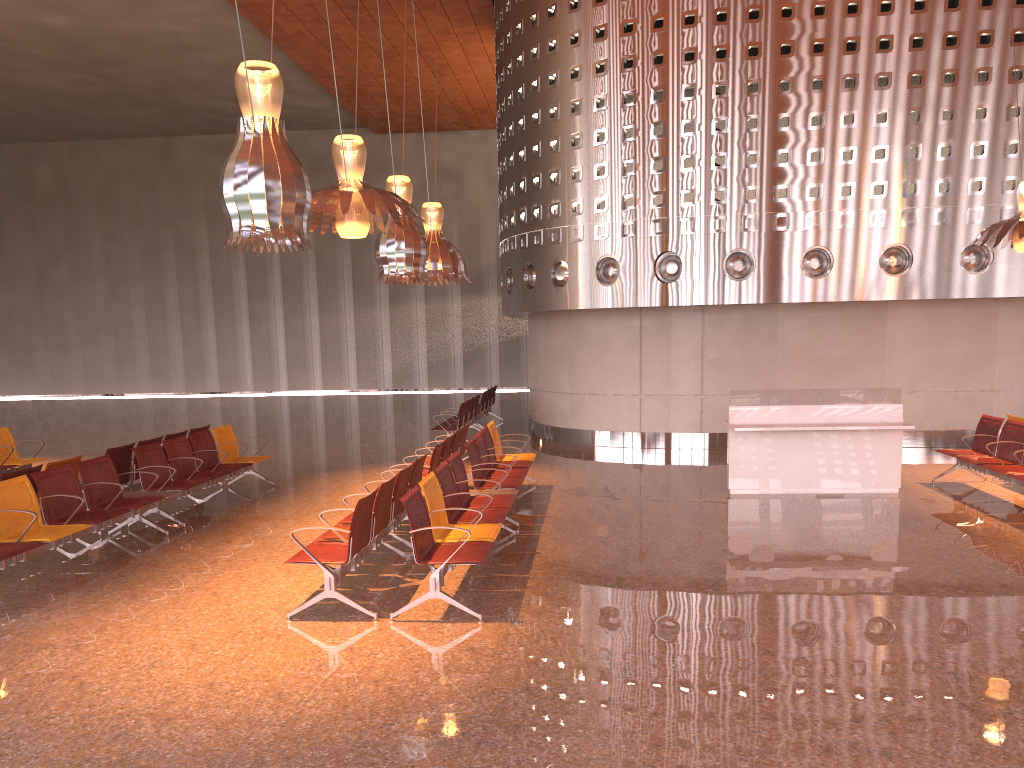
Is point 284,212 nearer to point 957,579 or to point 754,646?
point 754,646

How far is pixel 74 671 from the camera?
5.2m
